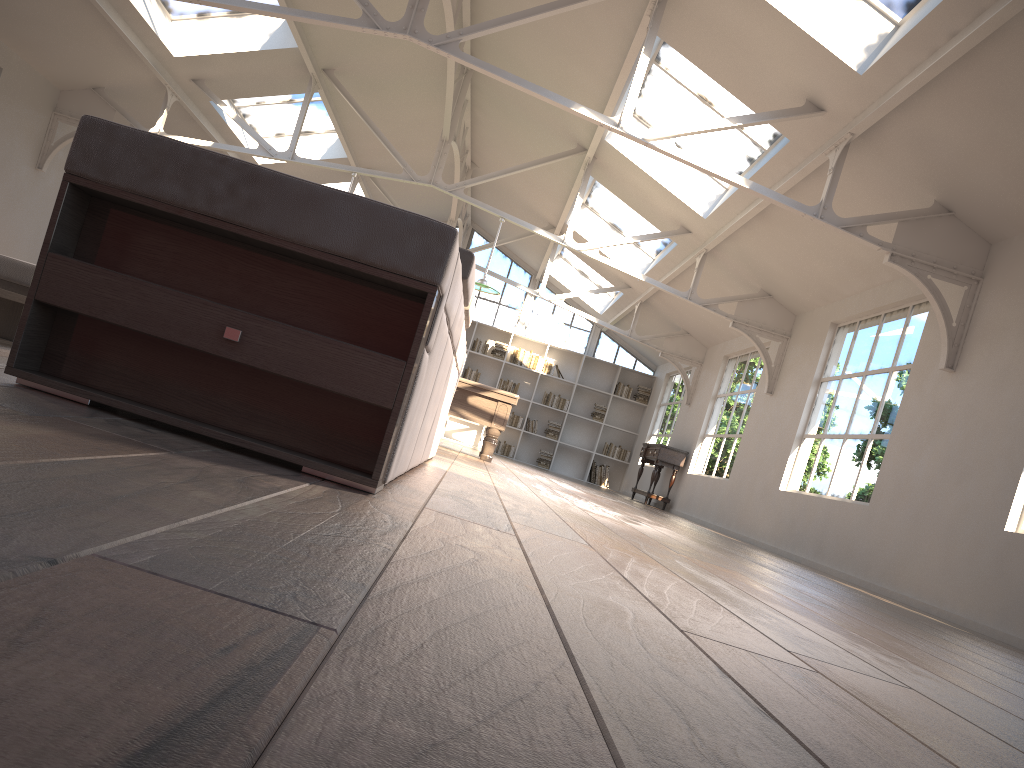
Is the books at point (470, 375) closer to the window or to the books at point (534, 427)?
the window

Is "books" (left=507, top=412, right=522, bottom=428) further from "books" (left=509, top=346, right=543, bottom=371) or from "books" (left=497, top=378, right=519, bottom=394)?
"books" (left=509, top=346, right=543, bottom=371)

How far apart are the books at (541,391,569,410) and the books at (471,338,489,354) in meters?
1.5 m

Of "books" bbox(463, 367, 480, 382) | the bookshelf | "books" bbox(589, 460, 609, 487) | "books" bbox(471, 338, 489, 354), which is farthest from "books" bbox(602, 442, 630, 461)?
"books" bbox(471, 338, 489, 354)

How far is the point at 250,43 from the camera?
9.4m

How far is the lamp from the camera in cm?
979

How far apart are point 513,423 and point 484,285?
7.44m

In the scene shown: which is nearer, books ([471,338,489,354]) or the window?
books ([471,338,489,354])

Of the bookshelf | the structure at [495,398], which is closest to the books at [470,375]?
the bookshelf

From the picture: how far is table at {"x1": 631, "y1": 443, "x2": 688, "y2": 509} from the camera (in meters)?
12.75
